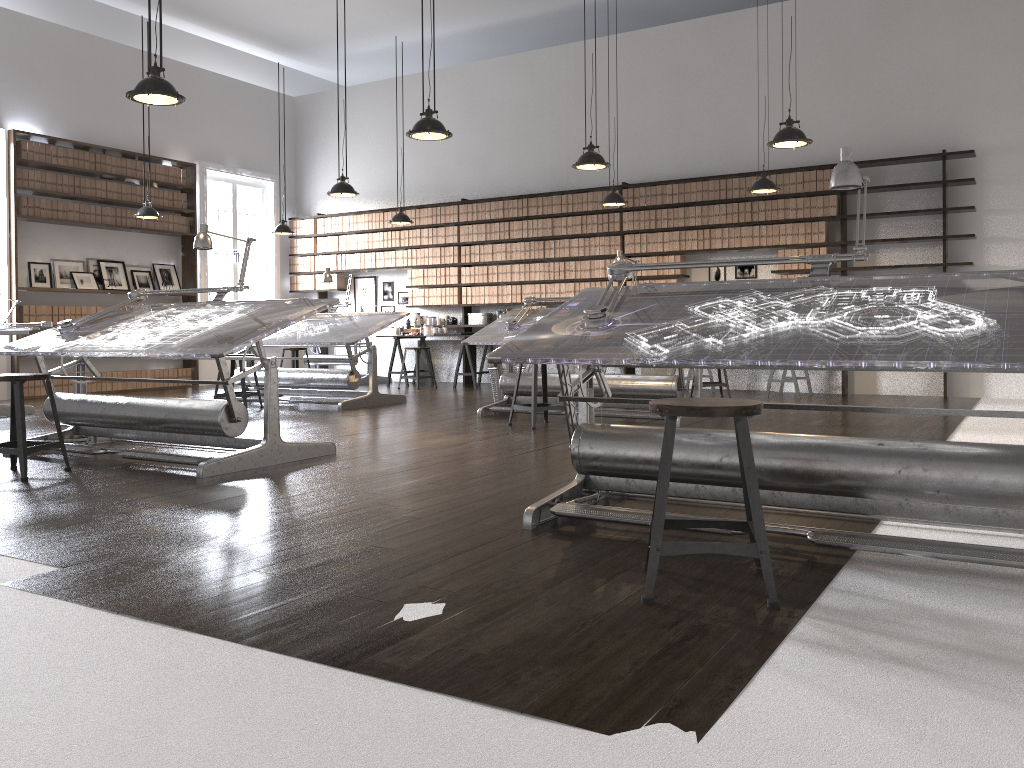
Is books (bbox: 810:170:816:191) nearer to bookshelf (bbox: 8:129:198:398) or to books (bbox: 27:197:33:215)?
bookshelf (bbox: 8:129:198:398)

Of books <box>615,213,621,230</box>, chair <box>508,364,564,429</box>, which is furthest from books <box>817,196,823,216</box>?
chair <box>508,364,564,429</box>

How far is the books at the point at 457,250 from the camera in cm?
1171

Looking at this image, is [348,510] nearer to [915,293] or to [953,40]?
[915,293]

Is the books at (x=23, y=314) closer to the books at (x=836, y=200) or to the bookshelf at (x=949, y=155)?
the bookshelf at (x=949, y=155)

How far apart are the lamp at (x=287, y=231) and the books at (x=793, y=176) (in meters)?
6.22

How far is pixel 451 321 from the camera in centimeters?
1186cm

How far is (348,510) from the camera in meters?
3.6 m

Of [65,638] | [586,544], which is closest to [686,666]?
[586,544]

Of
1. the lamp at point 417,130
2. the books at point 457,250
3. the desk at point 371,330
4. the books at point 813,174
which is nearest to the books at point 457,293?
the books at point 457,250
